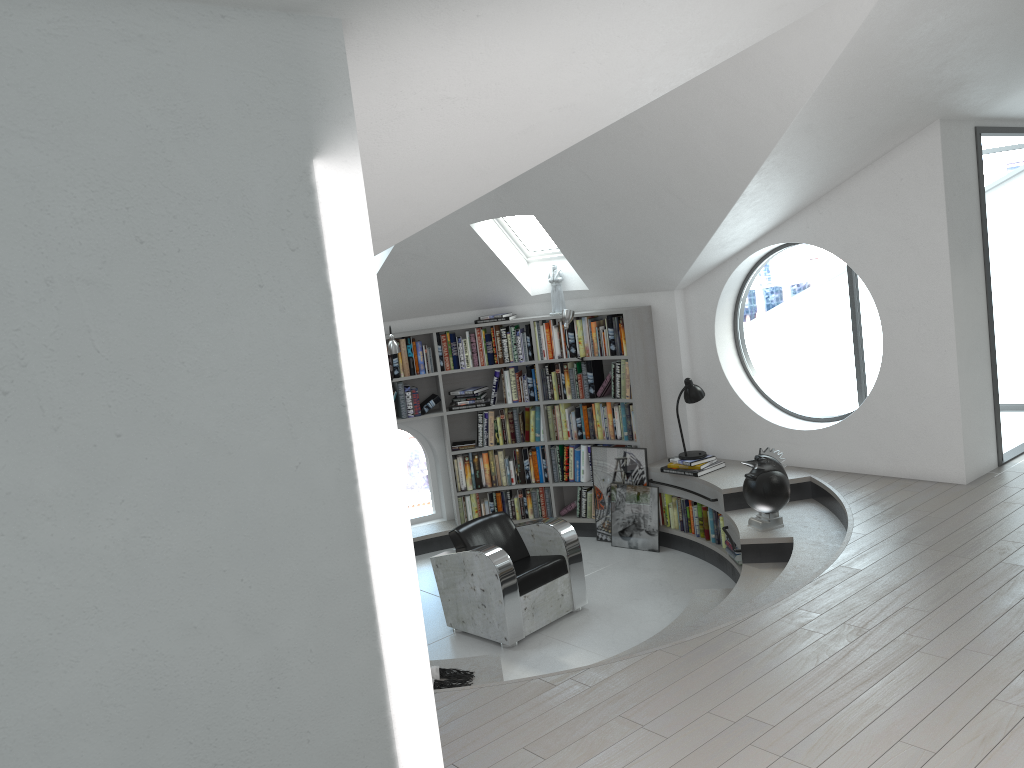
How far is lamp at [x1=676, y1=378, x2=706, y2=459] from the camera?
7.3m

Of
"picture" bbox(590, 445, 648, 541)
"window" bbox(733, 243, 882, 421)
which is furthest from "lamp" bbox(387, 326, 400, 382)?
"window" bbox(733, 243, 882, 421)

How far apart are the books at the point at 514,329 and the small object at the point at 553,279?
0.3m

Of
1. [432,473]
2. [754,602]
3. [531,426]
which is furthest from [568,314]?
[754,602]

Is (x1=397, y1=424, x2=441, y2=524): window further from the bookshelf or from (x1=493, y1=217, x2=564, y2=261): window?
(x1=493, y1=217, x2=564, y2=261): window

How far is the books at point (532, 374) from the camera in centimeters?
821cm

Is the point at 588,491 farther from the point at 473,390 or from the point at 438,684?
the point at 438,684

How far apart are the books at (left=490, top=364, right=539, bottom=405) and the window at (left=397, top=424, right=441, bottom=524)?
0.9 meters

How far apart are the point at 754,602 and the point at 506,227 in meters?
4.0 m

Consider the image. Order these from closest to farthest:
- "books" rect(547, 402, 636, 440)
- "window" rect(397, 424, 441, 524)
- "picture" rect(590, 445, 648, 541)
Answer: "picture" rect(590, 445, 648, 541)
"books" rect(547, 402, 636, 440)
"window" rect(397, 424, 441, 524)
